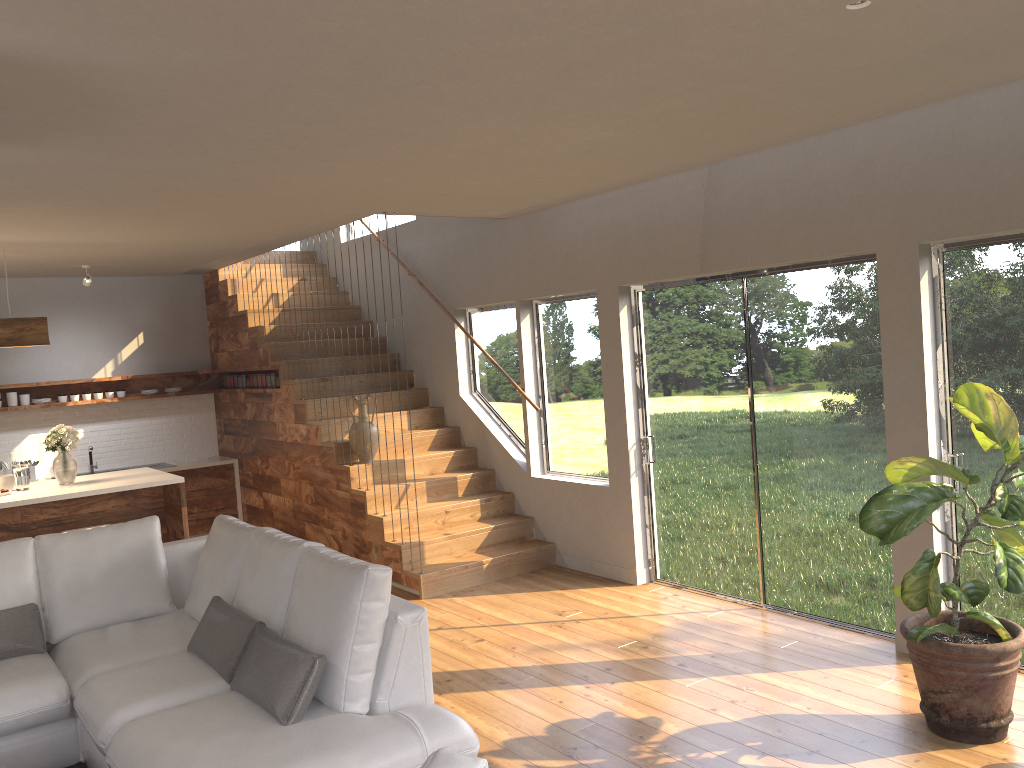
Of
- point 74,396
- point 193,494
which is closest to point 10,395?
point 74,396

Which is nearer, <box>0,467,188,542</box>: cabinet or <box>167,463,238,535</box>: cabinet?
<box>0,467,188,542</box>: cabinet

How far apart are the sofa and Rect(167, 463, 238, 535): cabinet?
4.1 meters

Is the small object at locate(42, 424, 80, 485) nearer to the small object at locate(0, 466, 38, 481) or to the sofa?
the sofa

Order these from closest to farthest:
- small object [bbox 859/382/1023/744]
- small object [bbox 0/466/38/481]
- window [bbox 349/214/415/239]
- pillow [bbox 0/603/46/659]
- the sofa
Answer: the sofa < small object [bbox 859/382/1023/744] < pillow [bbox 0/603/46/659] < small object [bbox 0/466/38/481] < window [bbox 349/214/415/239]

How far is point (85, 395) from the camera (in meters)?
8.92

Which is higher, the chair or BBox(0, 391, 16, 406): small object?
BBox(0, 391, 16, 406): small object

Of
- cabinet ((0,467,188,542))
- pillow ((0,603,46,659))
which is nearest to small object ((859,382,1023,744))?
pillow ((0,603,46,659))

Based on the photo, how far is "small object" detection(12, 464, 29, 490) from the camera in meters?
6.4 m

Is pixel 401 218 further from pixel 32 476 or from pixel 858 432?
pixel 858 432
